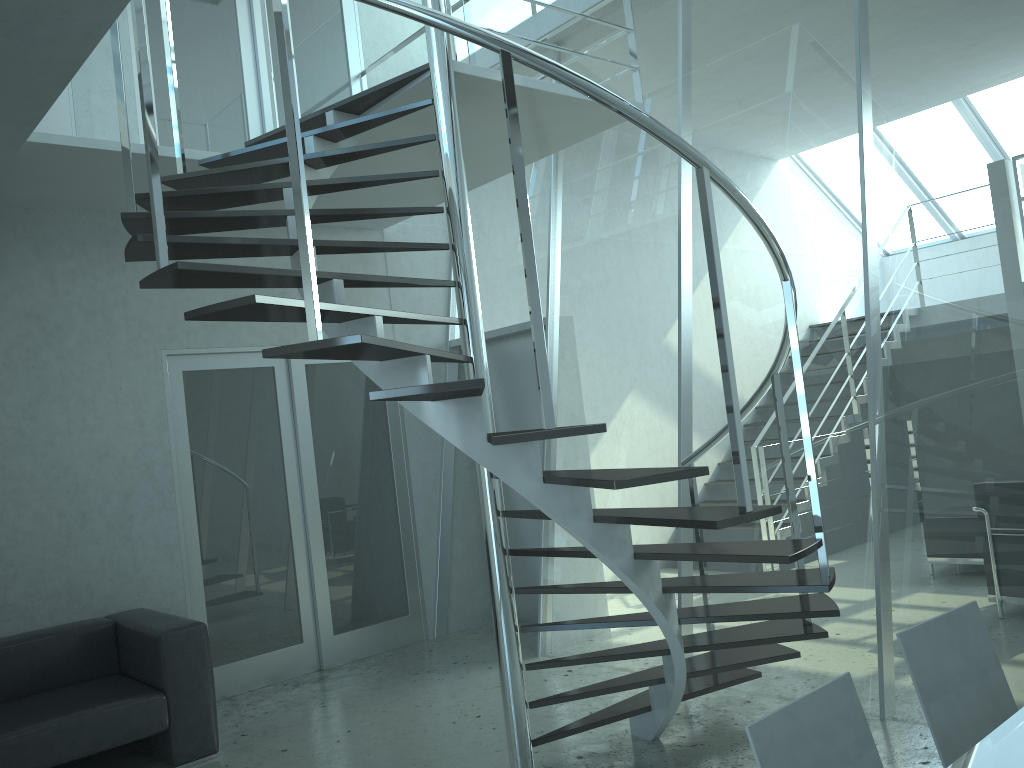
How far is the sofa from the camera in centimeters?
390cm

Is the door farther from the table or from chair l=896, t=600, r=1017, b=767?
the table

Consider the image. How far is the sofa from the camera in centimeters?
390cm

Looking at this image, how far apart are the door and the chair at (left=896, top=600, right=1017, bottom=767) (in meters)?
4.33

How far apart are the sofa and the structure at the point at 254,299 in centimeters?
166cm

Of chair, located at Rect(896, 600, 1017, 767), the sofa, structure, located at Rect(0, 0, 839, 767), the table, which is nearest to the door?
the sofa

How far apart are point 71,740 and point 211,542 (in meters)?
1.64

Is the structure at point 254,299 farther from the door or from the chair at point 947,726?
the door

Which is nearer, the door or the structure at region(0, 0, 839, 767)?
the structure at region(0, 0, 839, 767)

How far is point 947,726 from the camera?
2.1 meters
